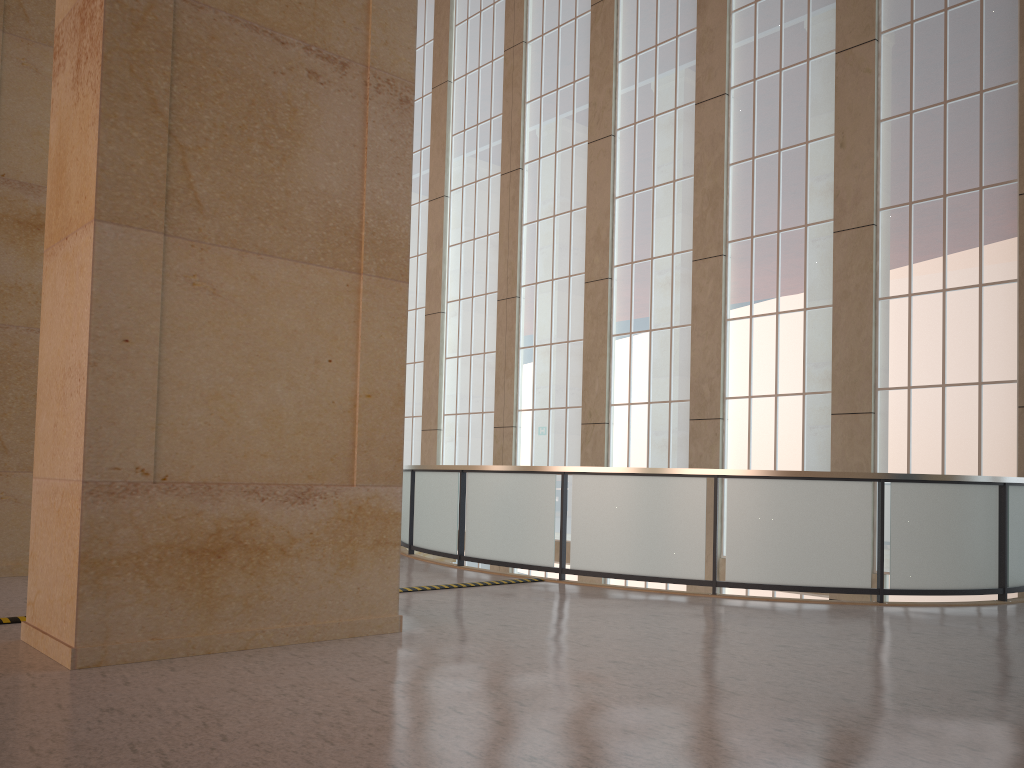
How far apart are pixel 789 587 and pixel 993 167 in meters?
8.6 m

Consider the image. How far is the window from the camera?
15.2 meters

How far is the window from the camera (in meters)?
15.21

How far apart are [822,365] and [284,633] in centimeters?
1263cm

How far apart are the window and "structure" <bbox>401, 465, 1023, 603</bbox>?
2.0m

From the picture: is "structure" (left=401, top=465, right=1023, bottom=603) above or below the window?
below

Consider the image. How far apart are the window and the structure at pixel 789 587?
2.04m

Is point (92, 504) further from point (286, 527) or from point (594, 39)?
point (594, 39)

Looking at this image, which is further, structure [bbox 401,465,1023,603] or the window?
the window
